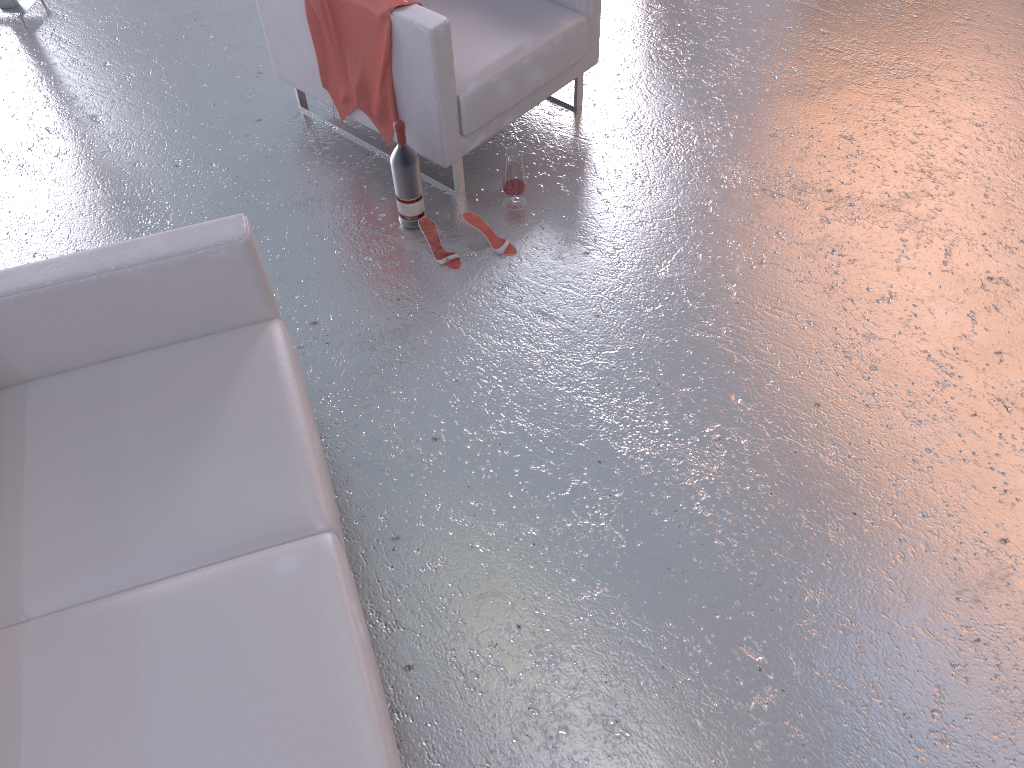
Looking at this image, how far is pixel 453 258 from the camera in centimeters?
321cm

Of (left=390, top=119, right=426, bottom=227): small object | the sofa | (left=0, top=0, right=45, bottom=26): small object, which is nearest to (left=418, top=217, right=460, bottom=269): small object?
(left=390, top=119, right=426, bottom=227): small object

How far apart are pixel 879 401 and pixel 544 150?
1.7 meters

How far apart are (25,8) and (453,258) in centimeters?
289cm

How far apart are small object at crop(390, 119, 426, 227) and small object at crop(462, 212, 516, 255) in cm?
17

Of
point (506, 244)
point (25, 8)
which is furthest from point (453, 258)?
point (25, 8)

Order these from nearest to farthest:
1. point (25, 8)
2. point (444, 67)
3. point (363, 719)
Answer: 1. point (363, 719)
2. point (444, 67)
3. point (25, 8)

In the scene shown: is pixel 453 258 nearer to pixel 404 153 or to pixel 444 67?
pixel 404 153

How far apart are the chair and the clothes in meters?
0.0 m

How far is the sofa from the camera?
1.72m
